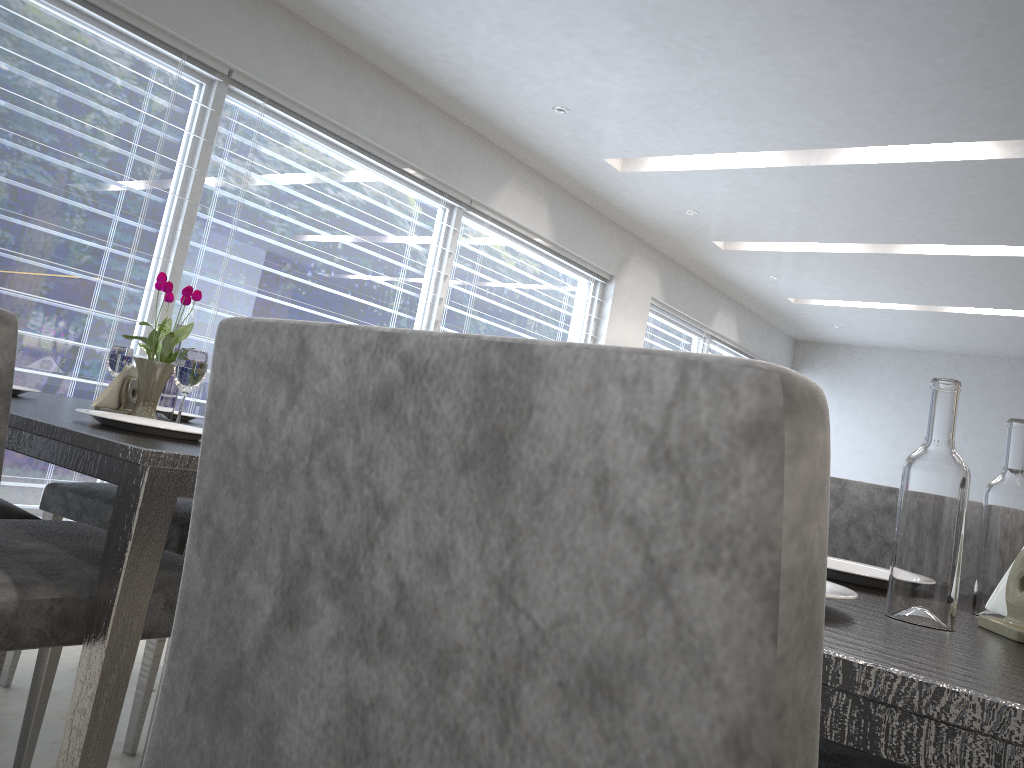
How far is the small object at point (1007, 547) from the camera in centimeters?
87cm

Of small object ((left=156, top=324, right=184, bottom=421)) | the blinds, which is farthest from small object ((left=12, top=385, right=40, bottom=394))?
the blinds

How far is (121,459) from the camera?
1.0m

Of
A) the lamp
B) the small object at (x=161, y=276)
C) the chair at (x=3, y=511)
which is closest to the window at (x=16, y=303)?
the lamp

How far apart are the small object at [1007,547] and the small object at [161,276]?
1.3m

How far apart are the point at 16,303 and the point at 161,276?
2.1m

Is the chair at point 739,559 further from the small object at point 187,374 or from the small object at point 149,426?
the small object at point 187,374

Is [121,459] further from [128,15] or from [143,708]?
[128,15]

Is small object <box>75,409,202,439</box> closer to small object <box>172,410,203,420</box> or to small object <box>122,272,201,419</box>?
small object <box>122,272,201,419</box>

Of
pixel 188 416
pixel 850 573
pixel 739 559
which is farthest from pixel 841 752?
pixel 188 416
